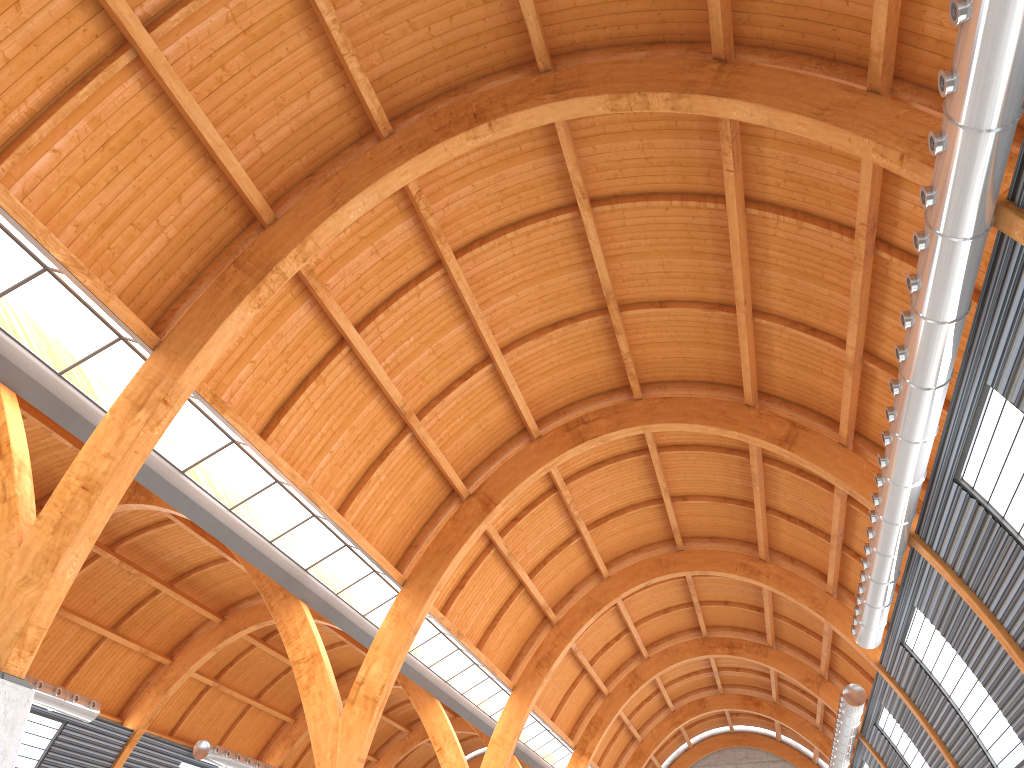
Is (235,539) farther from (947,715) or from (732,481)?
(947,715)
